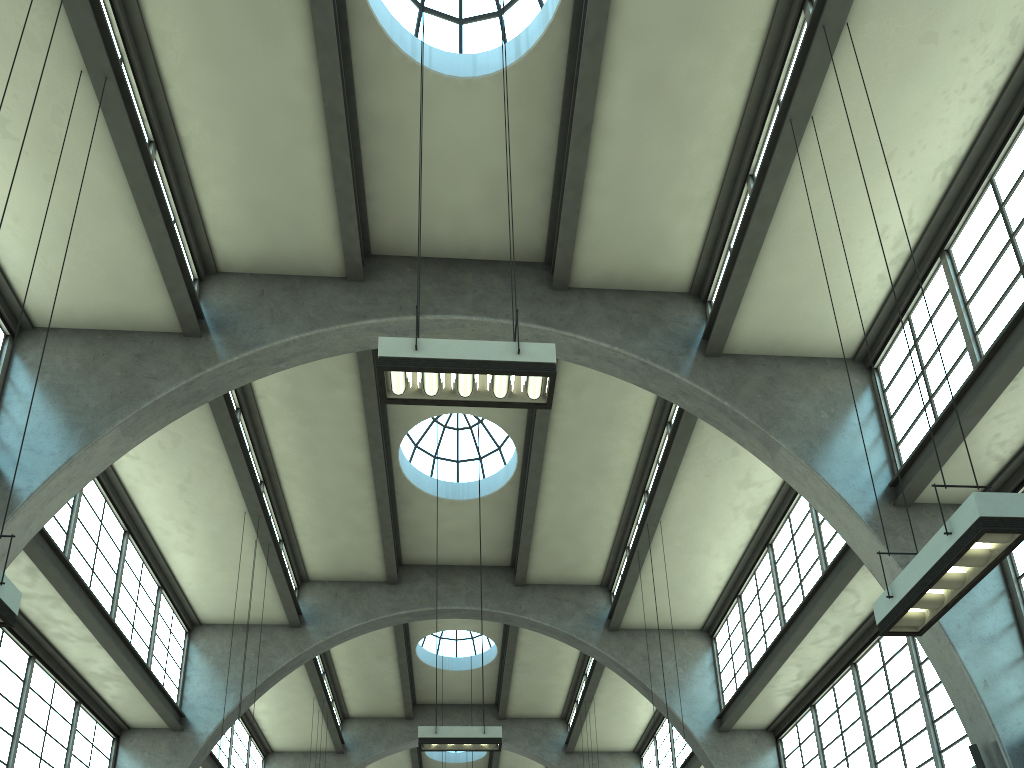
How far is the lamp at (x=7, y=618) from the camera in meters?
6.4

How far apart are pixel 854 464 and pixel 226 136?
10.9 meters

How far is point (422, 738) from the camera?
13.1 meters

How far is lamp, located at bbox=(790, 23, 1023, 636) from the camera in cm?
597

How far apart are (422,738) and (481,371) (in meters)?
7.87

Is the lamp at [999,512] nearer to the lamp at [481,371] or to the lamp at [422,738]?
the lamp at [481,371]

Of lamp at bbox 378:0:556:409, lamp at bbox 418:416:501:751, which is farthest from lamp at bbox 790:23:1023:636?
lamp at bbox 418:416:501:751

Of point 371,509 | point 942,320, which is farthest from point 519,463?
point 942,320

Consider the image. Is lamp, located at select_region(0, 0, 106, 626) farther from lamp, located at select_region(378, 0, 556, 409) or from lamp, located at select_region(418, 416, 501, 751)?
lamp, located at select_region(418, 416, 501, 751)

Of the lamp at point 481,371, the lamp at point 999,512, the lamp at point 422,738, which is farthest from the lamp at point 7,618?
the lamp at point 422,738
